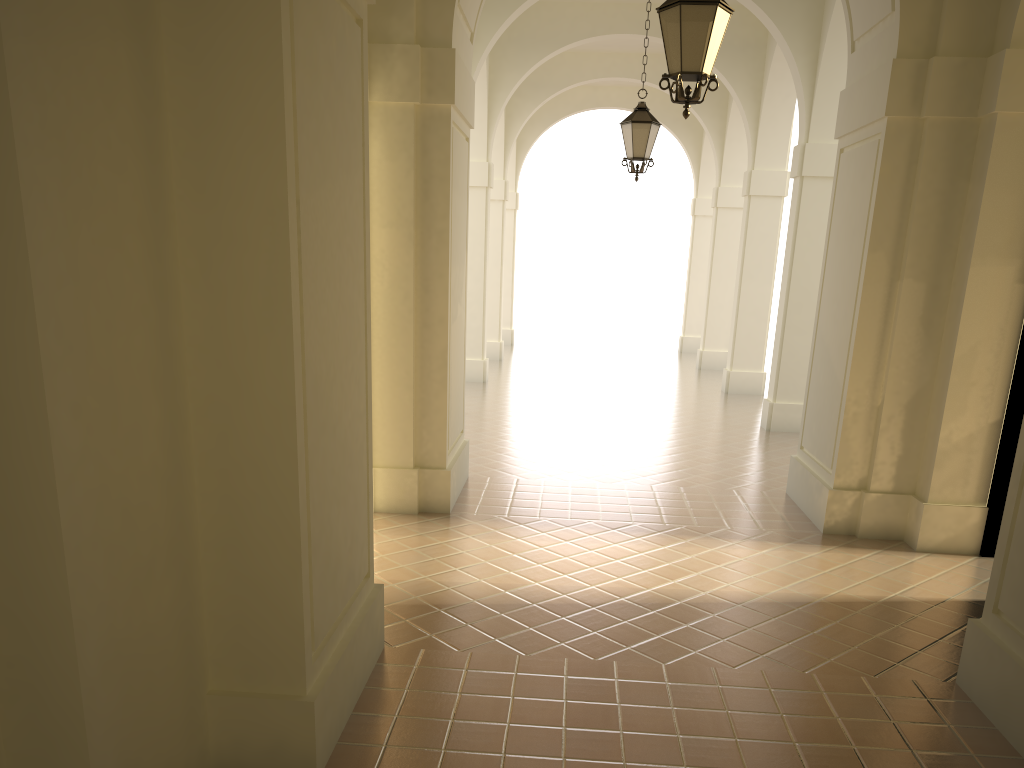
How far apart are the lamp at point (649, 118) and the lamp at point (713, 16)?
4.8m

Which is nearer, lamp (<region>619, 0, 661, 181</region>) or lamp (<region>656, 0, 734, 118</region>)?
lamp (<region>656, 0, 734, 118</region>)

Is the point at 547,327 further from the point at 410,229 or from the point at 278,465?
the point at 278,465

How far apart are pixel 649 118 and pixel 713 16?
5.08m

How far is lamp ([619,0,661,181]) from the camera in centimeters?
1088cm

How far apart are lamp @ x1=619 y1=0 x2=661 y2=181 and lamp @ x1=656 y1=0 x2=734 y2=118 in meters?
4.8 m

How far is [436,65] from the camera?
7.72m

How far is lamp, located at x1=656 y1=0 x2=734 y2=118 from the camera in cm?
588
